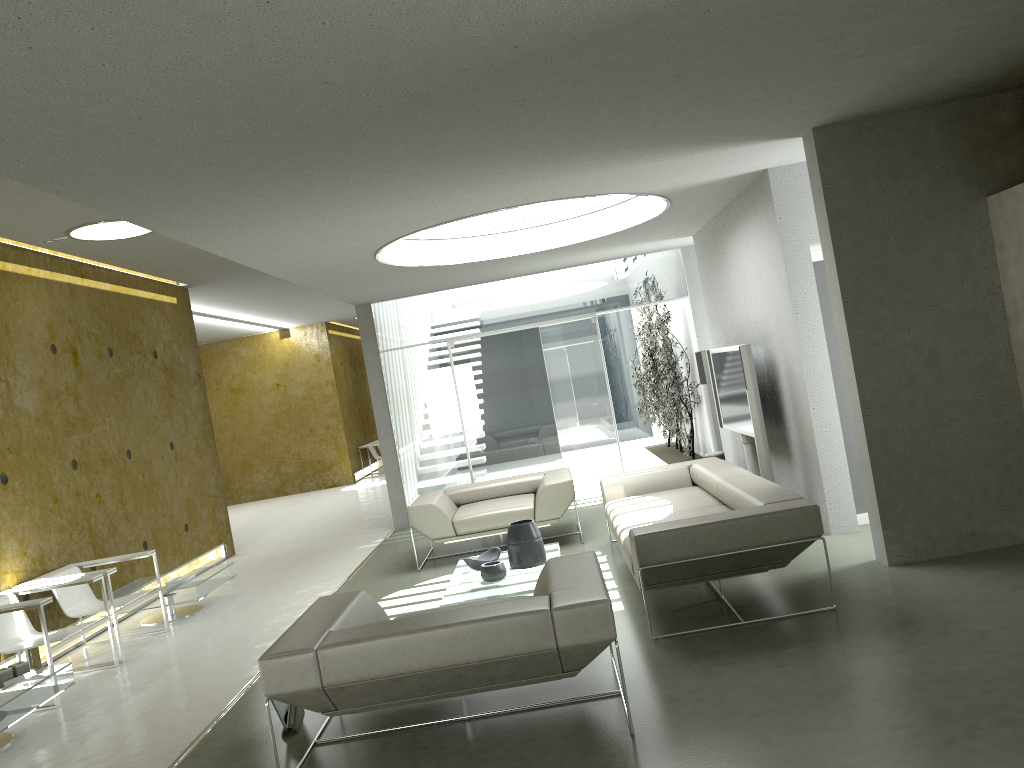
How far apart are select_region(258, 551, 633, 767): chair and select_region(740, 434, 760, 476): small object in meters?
3.8

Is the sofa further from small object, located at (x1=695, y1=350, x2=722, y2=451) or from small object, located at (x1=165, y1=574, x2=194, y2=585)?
small object, located at (x1=165, y1=574, x2=194, y2=585)

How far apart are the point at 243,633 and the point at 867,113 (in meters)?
5.55

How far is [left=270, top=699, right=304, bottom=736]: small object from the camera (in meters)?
4.34

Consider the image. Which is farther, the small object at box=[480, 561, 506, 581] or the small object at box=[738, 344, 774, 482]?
the small object at box=[738, 344, 774, 482]

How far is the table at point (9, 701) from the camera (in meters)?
4.73

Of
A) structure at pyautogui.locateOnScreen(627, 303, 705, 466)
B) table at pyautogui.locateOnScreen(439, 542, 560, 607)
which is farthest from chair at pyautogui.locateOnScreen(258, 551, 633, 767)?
structure at pyautogui.locateOnScreen(627, 303, 705, 466)

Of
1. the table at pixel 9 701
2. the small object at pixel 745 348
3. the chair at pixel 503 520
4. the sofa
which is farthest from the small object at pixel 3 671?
the small object at pixel 745 348

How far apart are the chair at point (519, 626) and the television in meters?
3.4

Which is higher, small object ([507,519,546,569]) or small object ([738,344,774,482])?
small object ([738,344,774,482])
